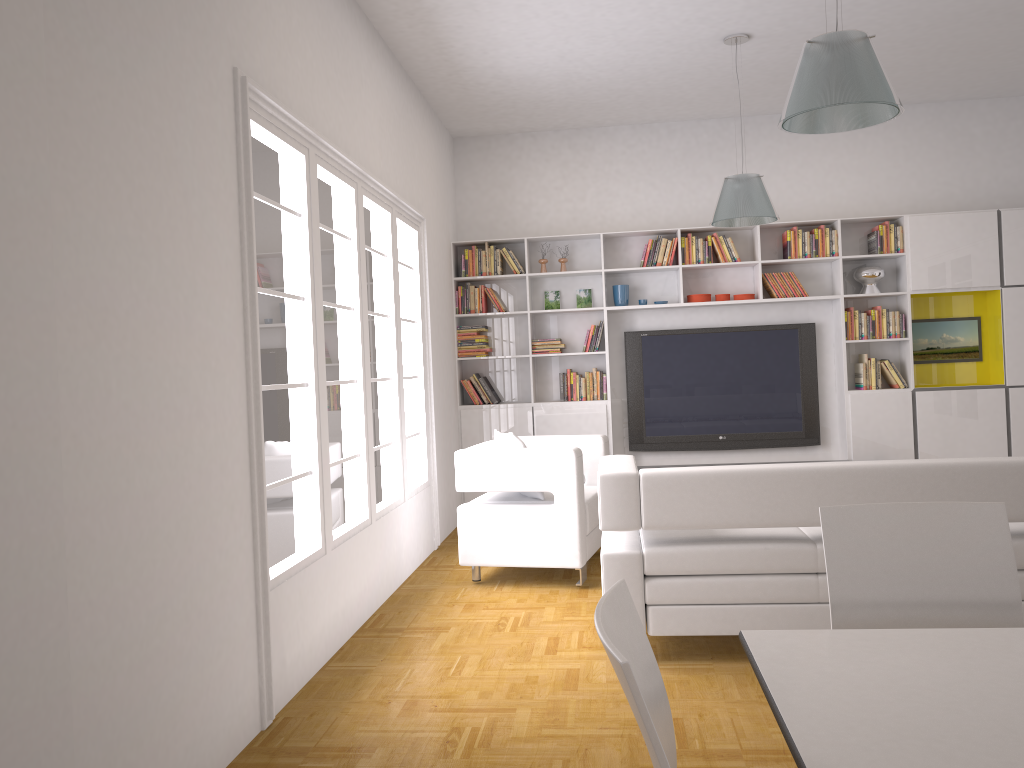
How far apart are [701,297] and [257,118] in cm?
490

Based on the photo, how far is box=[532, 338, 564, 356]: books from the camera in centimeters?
784cm

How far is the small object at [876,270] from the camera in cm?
749

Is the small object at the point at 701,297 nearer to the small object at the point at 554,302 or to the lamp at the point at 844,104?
the small object at the point at 554,302

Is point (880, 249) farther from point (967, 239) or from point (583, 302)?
point (583, 302)

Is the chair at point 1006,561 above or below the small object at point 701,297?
below

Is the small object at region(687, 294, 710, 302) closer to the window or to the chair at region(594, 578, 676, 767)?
the window

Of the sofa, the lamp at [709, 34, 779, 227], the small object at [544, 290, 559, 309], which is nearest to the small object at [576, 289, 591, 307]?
the small object at [544, 290, 559, 309]

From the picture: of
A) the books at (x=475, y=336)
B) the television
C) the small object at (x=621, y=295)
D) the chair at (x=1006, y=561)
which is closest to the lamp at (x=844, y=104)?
the chair at (x=1006, y=561)

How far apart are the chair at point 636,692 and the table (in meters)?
0.19
